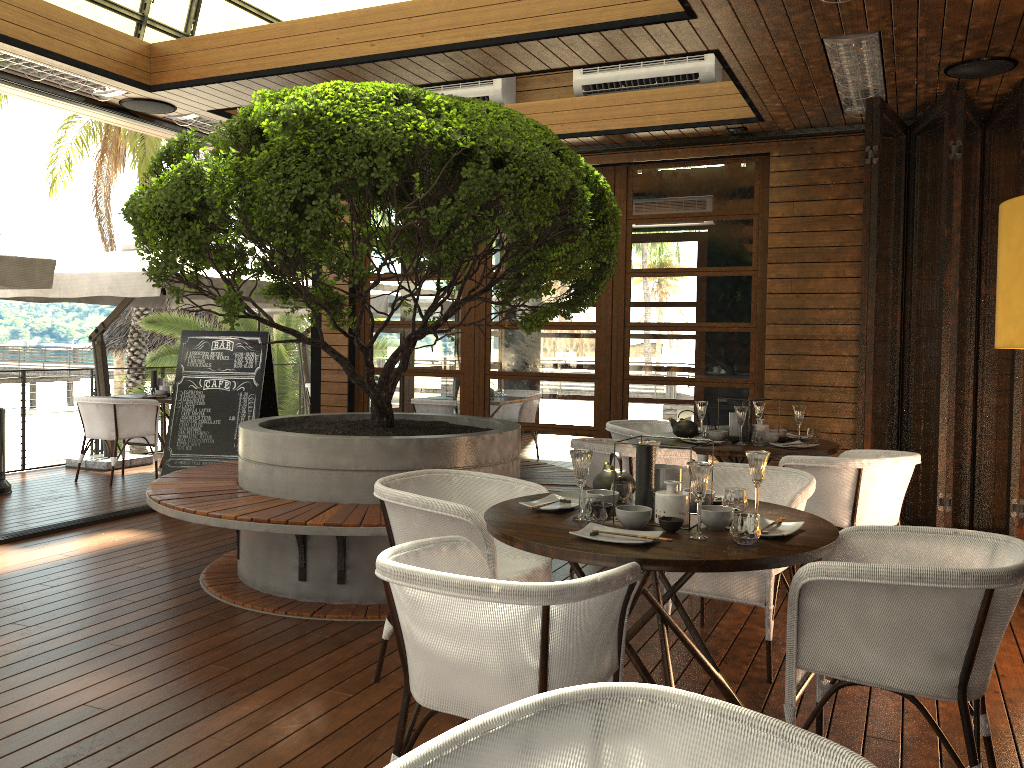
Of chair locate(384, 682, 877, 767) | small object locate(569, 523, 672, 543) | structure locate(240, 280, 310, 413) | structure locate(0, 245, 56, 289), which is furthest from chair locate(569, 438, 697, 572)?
structure locate(240, 280, 310, 413)

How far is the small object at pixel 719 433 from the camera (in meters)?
5.38

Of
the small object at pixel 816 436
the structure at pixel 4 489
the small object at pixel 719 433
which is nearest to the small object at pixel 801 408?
the small object at pixel 816 436

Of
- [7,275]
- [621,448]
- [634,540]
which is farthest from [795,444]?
[7,275]

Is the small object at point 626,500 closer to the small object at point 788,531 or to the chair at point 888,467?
the small object at point 788,531

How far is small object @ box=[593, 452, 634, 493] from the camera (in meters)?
3.29

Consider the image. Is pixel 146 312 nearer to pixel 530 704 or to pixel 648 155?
pixel 648 155

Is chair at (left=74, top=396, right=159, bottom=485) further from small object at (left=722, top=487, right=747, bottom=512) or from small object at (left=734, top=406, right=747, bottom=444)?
small object at (left=722, top=487, right=747, bottom=512)

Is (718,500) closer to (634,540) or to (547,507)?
(547,507)

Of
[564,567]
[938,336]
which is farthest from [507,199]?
[938,336]
